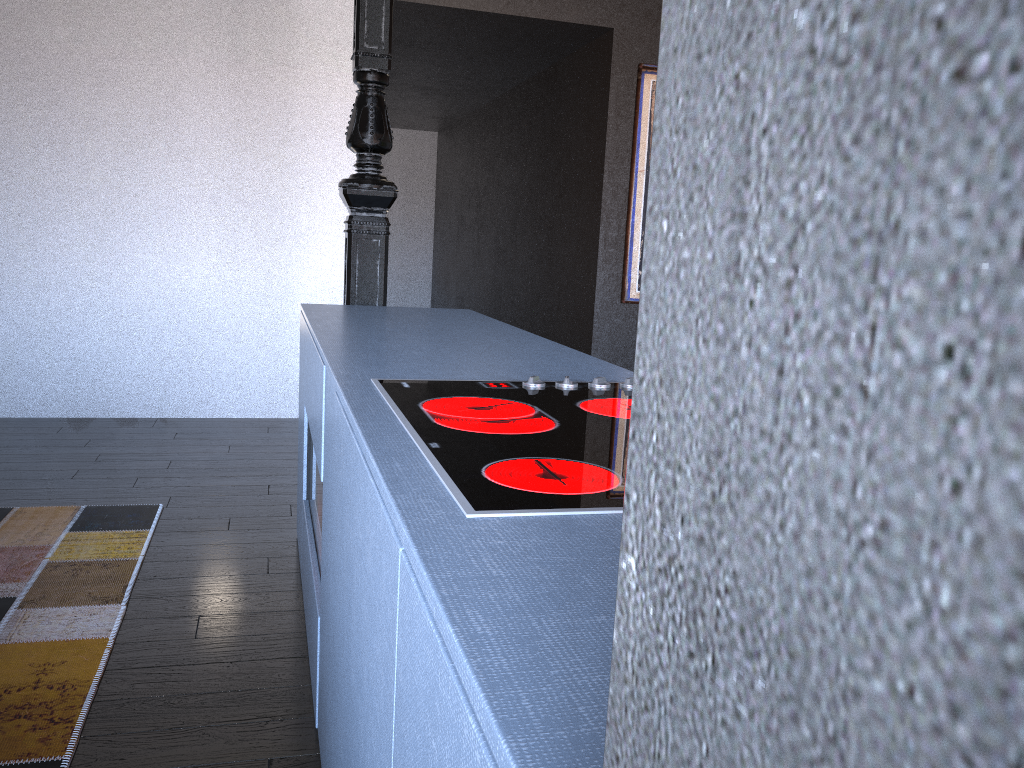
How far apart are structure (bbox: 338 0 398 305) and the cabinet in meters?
0.3 m

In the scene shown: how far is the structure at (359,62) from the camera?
3.20m

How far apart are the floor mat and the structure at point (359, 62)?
1.1m

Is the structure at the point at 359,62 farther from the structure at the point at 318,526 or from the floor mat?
the floor mat

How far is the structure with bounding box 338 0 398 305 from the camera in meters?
3.2 m

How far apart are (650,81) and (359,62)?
2.74m

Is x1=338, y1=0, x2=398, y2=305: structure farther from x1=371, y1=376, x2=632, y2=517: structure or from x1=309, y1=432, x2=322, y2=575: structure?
x1=371, y1=376, x2=632, y2=517: structure

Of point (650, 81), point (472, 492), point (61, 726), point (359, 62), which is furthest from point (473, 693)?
point (650, 81)

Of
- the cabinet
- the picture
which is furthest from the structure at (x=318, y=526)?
the picture

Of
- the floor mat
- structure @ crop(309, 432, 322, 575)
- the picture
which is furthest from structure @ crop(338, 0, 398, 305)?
the picture
